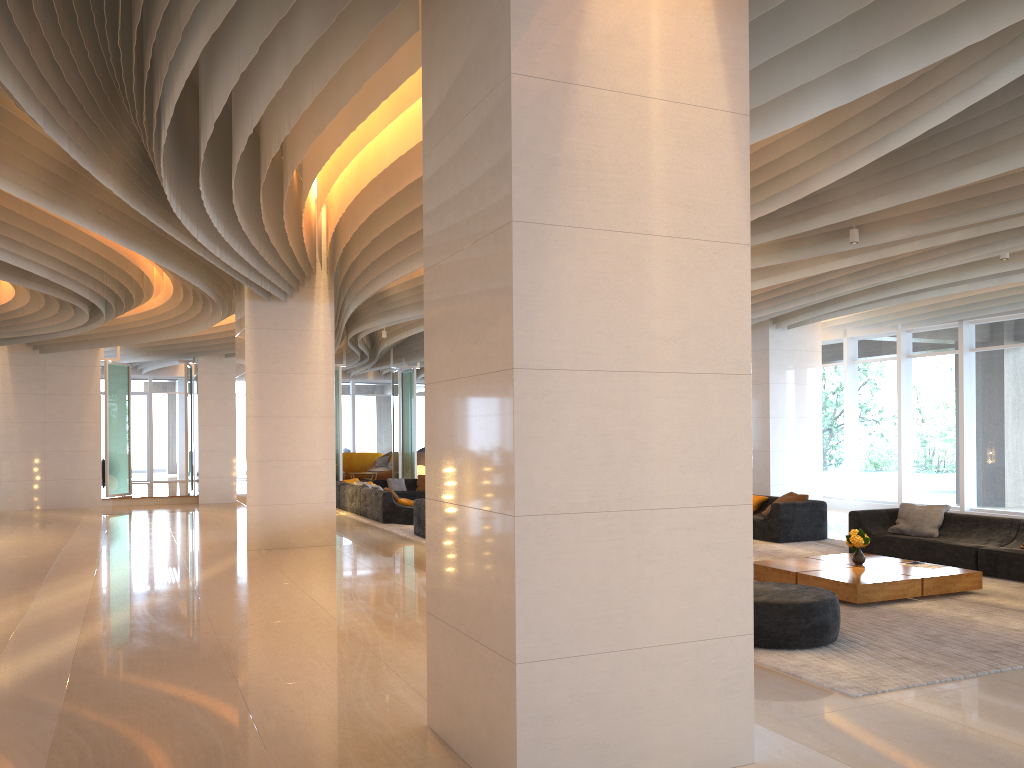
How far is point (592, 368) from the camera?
3.9m

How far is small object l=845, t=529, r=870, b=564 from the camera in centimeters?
901cm

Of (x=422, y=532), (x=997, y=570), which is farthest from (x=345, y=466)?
(x=997, y=570)

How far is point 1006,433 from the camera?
14.9m

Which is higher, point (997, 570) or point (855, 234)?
point (855, 234)

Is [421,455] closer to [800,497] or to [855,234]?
[800,497]

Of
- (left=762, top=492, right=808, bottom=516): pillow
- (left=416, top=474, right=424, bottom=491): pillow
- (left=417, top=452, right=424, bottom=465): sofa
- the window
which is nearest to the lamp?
(left=762, top=492, right=808, bottom=516): pillow

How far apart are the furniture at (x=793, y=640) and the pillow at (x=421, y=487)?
13.93m

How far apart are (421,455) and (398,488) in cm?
686

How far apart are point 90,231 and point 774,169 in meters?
7.7
